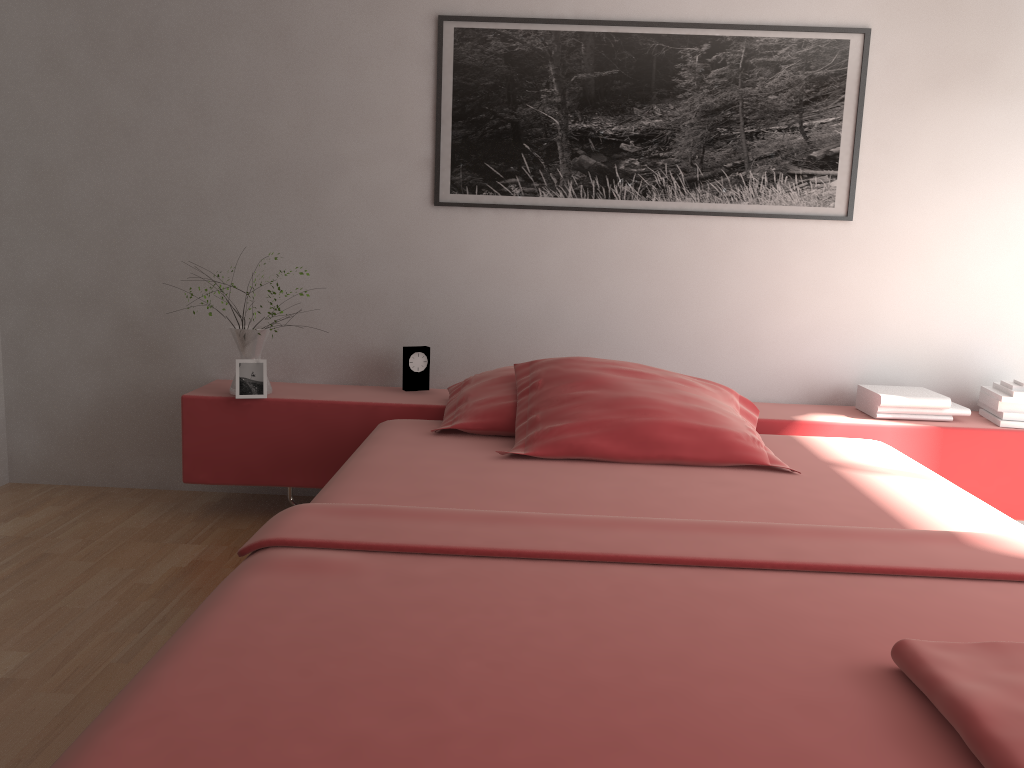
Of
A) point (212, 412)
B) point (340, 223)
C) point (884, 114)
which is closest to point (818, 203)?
point (884, 114)

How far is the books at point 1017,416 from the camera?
3.0 meters

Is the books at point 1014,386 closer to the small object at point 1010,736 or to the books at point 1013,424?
the books at point 1013,424

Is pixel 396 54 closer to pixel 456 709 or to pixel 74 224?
pixel 74 224

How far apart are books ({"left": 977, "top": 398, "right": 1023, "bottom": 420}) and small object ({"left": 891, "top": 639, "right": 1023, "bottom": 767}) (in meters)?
1.97

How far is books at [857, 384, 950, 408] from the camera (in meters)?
2.96

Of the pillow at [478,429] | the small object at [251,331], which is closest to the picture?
the pillow at [478,429]

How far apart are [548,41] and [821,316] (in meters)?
1.38

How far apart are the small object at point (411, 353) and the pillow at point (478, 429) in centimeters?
16cm

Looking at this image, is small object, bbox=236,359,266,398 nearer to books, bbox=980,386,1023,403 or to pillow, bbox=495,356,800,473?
pillow, bbox=495,356,800,473
